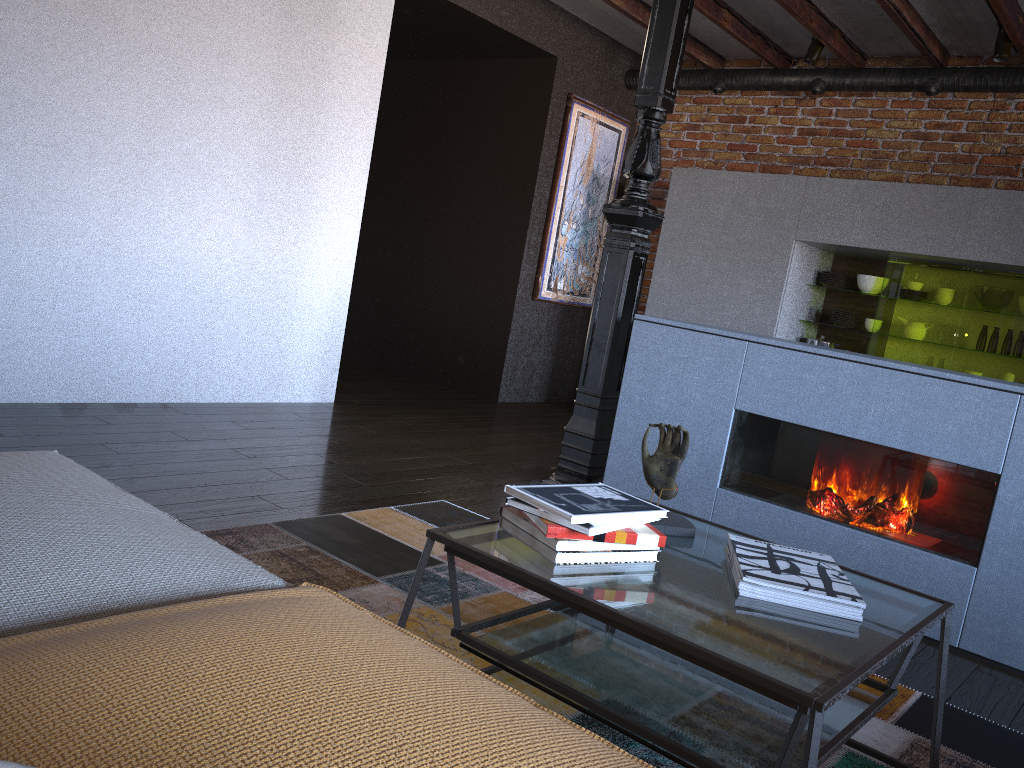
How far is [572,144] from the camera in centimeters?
631cm

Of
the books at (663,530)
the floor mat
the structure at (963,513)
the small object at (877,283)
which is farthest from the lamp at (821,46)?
the books at (663,530)

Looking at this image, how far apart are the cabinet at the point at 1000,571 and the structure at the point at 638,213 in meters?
0.2

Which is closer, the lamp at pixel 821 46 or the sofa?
the sofa

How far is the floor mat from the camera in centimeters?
201cm

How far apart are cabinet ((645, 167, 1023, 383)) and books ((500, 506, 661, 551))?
4.0 meters

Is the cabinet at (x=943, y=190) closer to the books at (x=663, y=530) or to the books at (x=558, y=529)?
the books at (x=663, y=530)

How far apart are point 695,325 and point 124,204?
2.6 meters

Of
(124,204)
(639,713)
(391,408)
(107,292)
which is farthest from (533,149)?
(639,713)

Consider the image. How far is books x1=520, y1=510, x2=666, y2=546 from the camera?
1.6m
